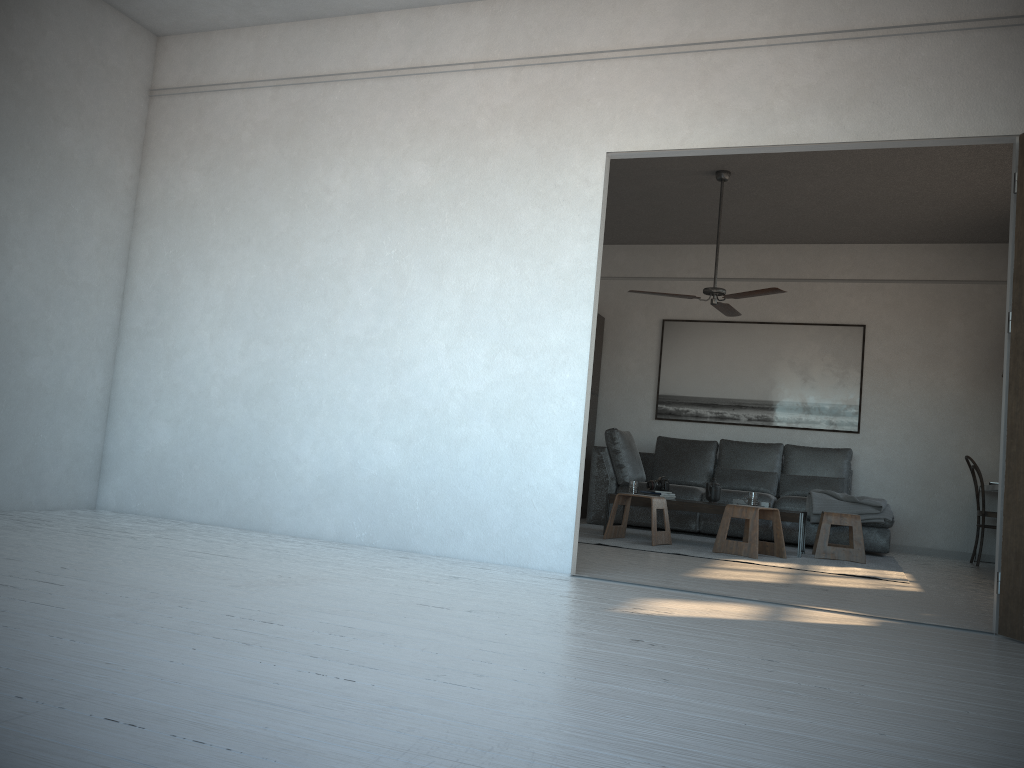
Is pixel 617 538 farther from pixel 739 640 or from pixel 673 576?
pixel 739 640

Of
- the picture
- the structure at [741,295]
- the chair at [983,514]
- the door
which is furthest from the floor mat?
the door

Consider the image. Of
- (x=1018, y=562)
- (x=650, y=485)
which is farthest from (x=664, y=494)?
(x=1018, y=562)

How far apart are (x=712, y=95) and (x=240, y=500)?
3.2m

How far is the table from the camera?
6.3 meters

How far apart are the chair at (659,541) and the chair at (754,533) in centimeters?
40cm

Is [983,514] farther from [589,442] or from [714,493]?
[589,442]

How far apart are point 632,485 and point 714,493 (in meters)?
0.63

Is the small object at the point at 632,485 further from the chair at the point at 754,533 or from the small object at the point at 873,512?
the small object at the point at 873,512

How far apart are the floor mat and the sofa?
0.1m
